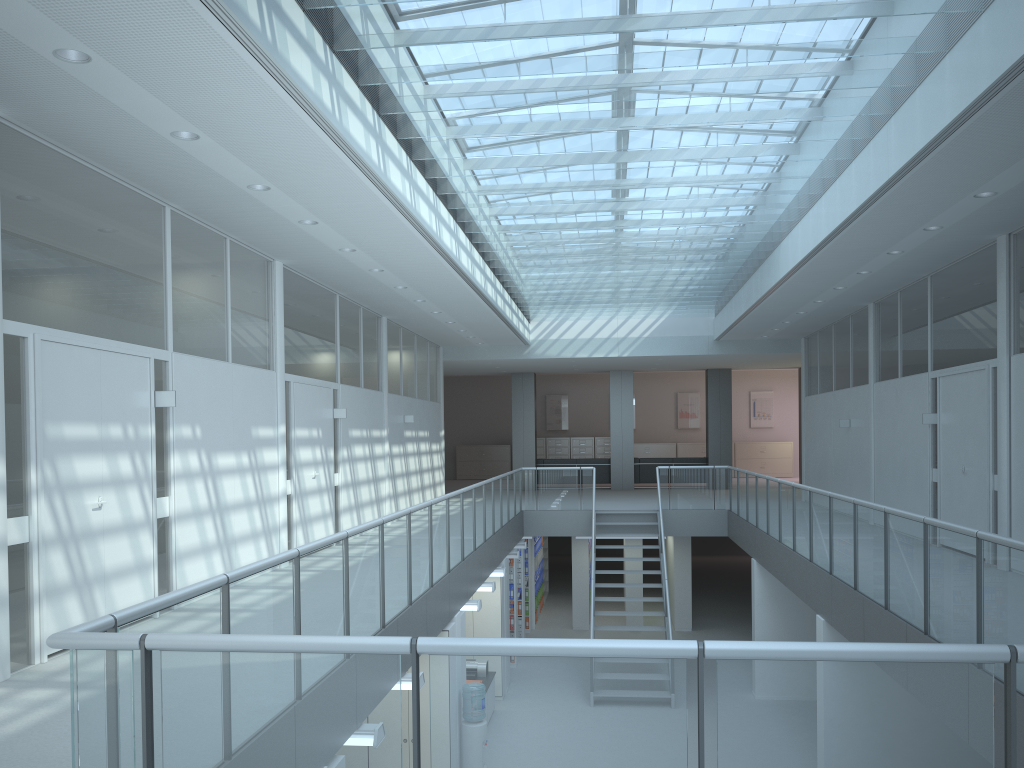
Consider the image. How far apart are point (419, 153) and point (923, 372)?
6.62m

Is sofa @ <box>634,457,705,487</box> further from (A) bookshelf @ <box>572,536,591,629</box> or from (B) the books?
(A) bookshelf @ <box>572,536,591,629</box>

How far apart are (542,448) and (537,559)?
9.2m

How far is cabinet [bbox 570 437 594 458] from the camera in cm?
2585

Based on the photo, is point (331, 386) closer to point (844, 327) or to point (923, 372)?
point (923, 372)

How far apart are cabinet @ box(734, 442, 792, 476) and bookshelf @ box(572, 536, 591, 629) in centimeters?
1078cm

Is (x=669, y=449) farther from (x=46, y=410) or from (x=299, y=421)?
(x=46, y=410)

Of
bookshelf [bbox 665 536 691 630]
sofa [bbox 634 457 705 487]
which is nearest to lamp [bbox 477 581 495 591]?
bookshelf [bbox 665 536 691 630]

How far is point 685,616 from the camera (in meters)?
15.90

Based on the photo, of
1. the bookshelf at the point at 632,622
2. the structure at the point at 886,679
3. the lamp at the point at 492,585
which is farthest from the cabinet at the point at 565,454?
the lamp at the point at 492,585
